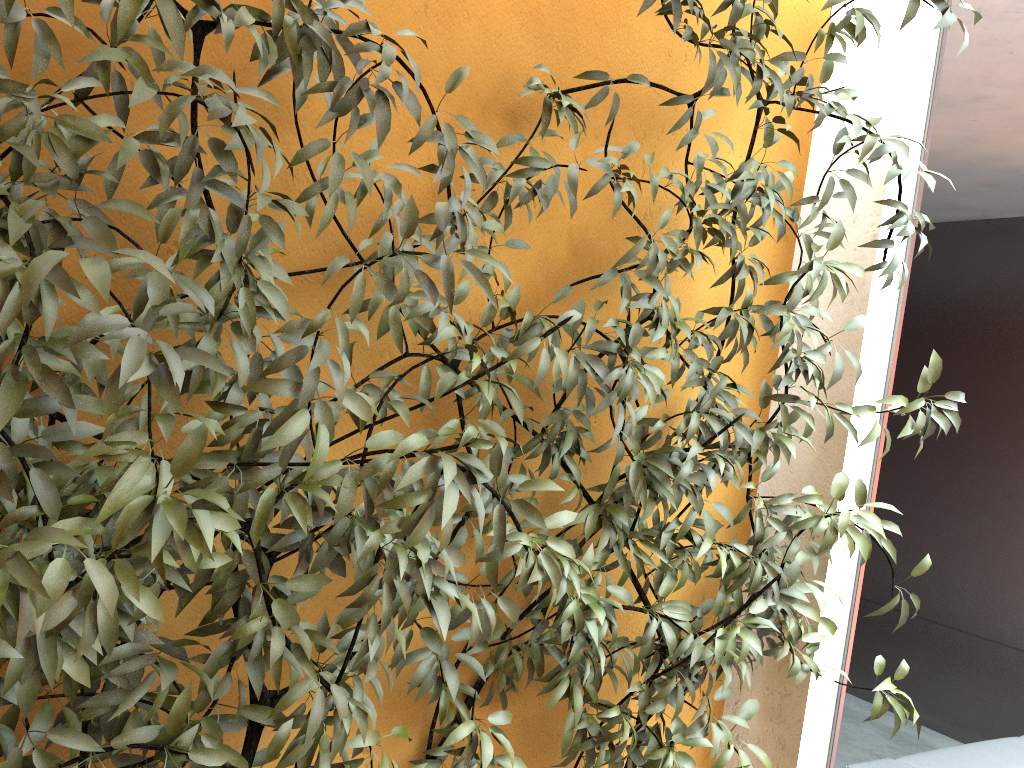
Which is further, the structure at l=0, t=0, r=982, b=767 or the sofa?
the sofa

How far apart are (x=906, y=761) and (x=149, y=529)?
2.5m

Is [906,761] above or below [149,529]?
below

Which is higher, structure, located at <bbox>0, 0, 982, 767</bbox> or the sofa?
structure, located at <bbox>0, 0, 982, 767</bbox>

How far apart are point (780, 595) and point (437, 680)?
0.77m

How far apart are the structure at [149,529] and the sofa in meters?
0.8

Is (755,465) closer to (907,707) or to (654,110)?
(907,707)

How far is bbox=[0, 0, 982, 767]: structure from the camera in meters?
1.1 m

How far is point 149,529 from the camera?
1.07m

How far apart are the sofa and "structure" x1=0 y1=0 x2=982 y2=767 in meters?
0.8 m
